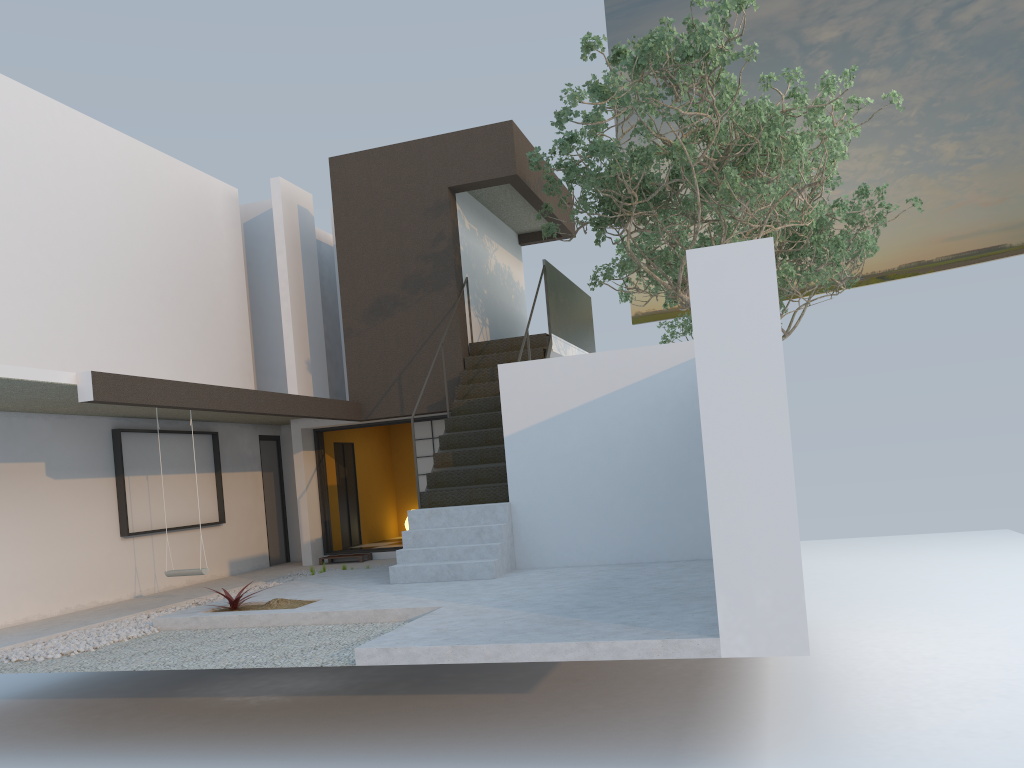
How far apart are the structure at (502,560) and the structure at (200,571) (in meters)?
1.94

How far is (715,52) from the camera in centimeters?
880cm

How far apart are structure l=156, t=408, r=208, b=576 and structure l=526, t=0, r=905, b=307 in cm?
587

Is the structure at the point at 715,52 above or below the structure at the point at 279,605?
above

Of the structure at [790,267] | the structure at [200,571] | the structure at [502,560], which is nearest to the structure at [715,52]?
the structure at [502,560]

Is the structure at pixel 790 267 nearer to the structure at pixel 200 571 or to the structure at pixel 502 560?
the structure at pixel 502 560

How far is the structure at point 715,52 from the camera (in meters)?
8.80

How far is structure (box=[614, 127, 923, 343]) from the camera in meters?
15.2 m

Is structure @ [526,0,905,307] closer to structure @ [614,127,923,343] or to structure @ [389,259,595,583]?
structure @ [389,259,595,583]

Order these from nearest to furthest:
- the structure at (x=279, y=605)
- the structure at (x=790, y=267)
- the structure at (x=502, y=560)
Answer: the structure at (x=279, y=605), the structure at (x=502, y=560), the structure at (x=790, y=267)
